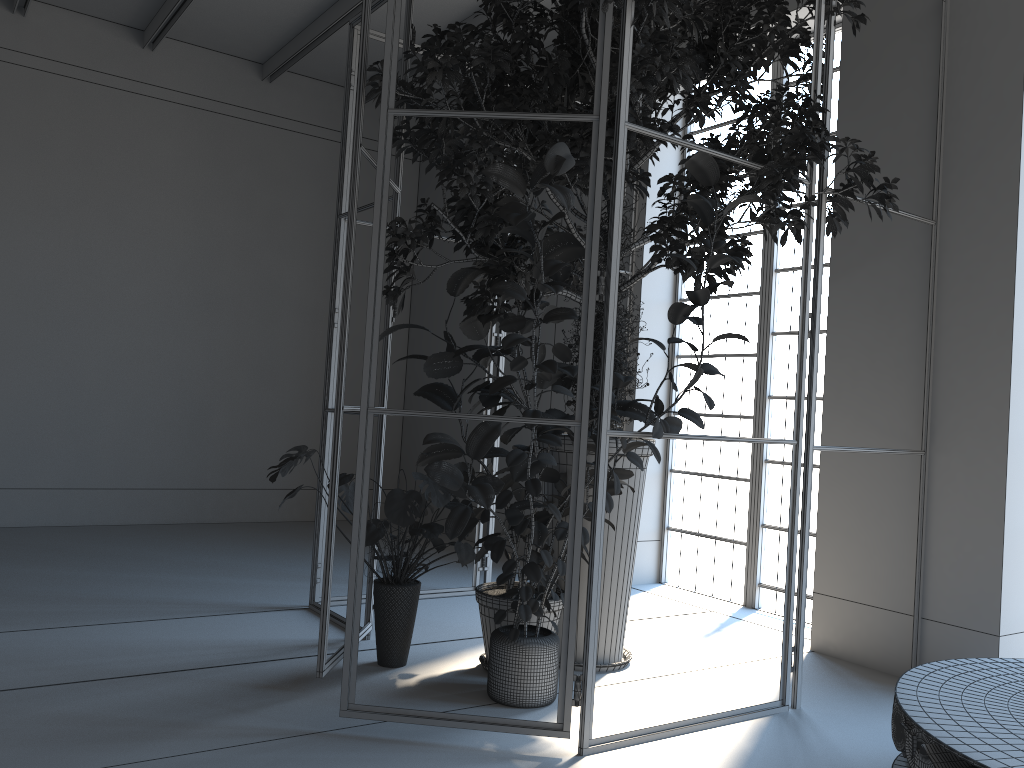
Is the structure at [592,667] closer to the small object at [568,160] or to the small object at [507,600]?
the small object at [568,160]

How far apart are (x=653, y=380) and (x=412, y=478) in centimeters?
339cm

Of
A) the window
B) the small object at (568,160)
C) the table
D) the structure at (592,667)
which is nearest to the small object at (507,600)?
the small object at (568,160)

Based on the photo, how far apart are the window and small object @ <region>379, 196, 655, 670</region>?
2.0m

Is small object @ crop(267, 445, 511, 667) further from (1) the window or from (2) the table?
(1) the window

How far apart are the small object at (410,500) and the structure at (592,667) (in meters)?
0.08

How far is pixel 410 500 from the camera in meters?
3.7 m

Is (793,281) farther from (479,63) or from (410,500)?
(410,500)

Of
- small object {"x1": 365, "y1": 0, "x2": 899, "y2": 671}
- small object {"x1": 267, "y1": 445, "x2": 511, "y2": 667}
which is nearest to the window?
small object {"x1": 365, "y1": 0, "x2": 899, "y2": 671}

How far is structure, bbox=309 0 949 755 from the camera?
3.1m
